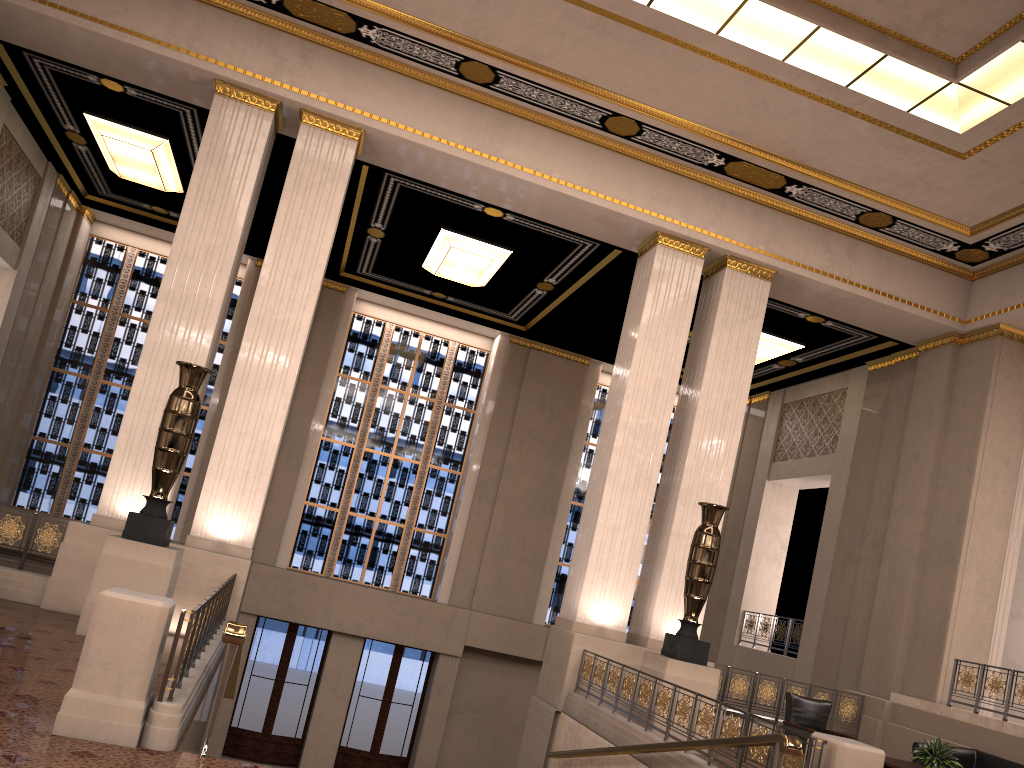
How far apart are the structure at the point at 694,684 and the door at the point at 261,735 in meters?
8.5

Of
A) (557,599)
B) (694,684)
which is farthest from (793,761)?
(557,599)

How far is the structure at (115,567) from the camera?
8.2m

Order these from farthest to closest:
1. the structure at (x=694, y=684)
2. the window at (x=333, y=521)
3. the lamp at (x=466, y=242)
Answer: the window at (x=333, y=521) → the lamp at (x=466, y=242) → the structure at (x=694, y=684)

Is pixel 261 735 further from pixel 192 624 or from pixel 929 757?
pixel 192 624

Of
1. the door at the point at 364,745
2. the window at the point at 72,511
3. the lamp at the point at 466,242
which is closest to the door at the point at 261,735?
the door at the point at 364,745

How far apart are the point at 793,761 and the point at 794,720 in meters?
4.7

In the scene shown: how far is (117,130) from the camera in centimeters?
1299cm

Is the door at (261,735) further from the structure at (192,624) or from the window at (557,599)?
the structure at (192,624)

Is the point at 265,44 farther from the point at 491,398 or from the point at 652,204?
the point at 491,398
